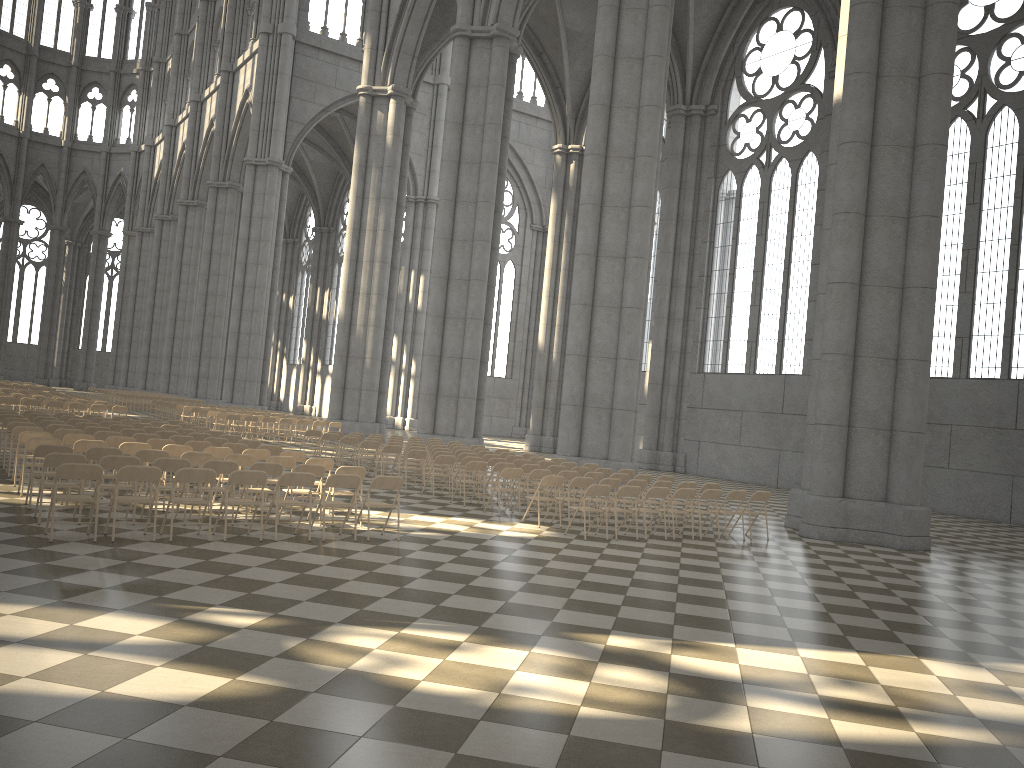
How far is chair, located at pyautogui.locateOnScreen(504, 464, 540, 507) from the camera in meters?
16.4 m

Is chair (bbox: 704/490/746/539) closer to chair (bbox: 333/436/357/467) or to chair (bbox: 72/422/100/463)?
chair (bbox: 333/436/357/467)

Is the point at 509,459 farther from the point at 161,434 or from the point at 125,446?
the point at 125,446

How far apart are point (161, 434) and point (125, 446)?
3.7 meters

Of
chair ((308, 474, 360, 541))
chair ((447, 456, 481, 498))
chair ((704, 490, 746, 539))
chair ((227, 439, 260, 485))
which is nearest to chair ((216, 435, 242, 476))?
chair ((227, 439, 260, 485))

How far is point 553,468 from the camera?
16.75m

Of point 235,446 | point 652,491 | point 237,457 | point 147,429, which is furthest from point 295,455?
point 652,491

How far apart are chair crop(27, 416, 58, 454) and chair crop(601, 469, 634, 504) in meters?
11.6 m

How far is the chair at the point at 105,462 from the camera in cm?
1035

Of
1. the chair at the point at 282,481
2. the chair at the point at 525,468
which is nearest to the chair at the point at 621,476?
the chair at the point at 525,468
